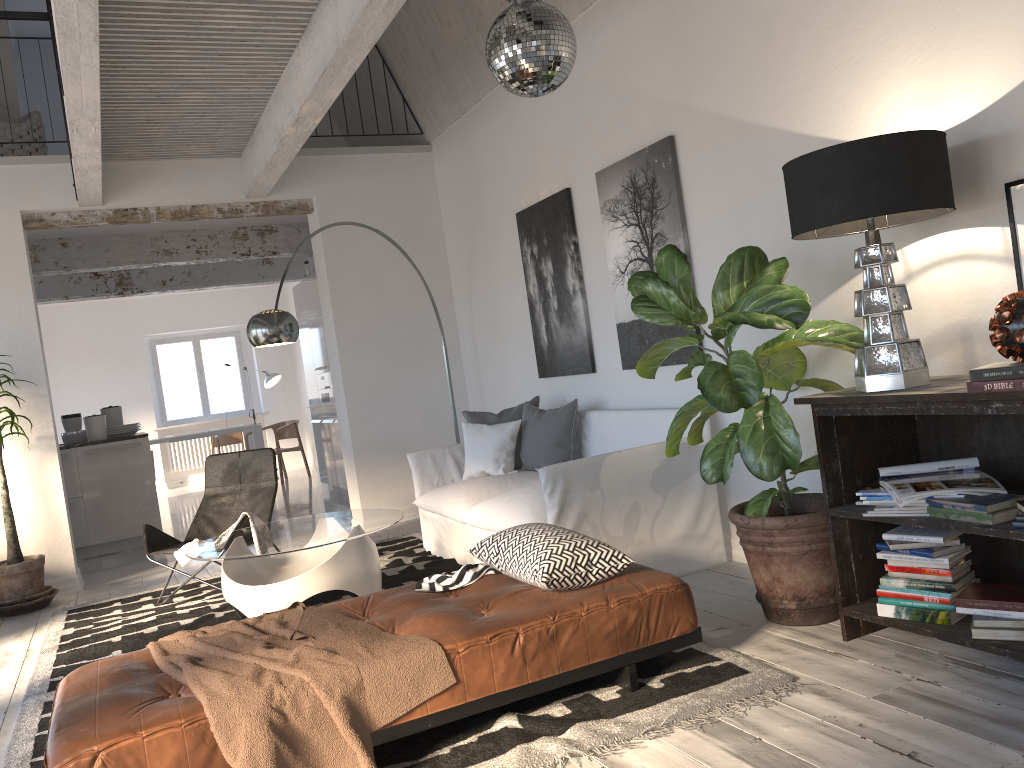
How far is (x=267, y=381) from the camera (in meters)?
13.13

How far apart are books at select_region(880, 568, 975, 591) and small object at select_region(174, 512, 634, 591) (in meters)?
0.86

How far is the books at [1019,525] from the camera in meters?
2.5 m

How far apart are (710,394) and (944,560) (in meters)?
0.92

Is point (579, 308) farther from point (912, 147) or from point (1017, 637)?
point (1017, 637)

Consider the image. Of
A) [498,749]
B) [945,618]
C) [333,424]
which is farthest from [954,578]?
[333,424]

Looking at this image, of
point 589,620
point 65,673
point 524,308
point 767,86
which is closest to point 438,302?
point 524,308

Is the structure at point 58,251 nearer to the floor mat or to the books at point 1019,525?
the floor mat

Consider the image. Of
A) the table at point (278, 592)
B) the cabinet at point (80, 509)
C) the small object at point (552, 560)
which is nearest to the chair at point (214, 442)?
the cabinet at point (80, 509)

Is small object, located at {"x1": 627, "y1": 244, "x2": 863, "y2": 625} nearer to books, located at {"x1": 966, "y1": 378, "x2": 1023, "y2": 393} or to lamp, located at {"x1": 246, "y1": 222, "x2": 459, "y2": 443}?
books, located at {"x1": 966, "y1": 378, "x2": 1023, "y2": 393}
